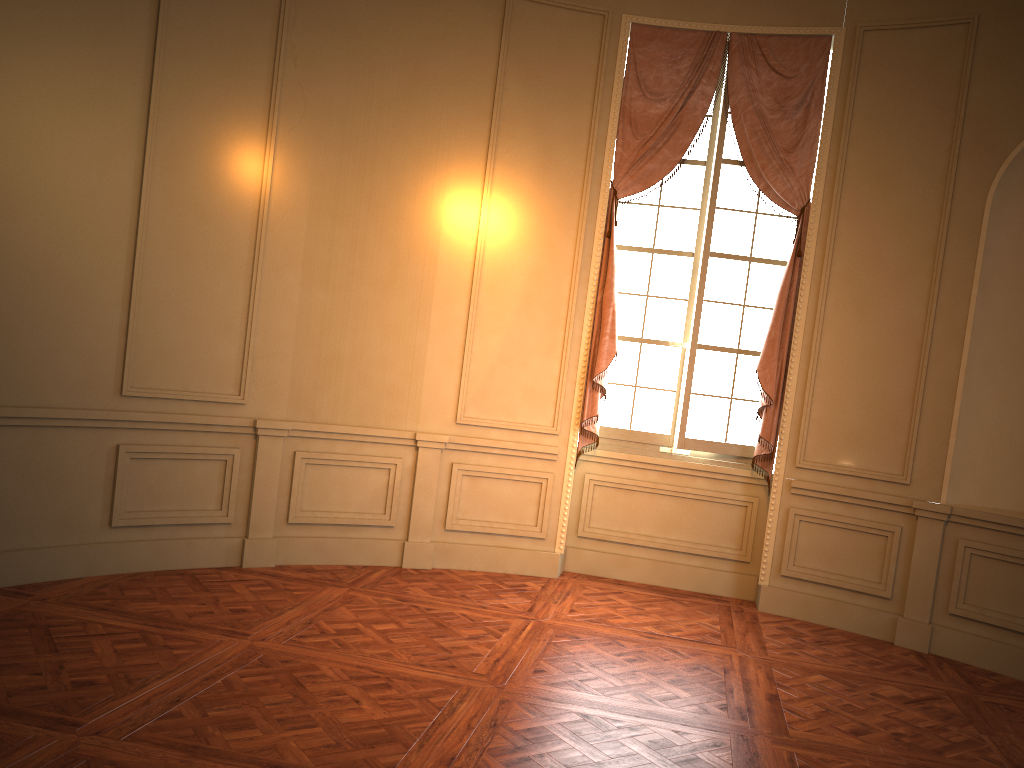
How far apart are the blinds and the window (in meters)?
0.08

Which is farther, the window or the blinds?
the window

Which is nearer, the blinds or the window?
the blinds

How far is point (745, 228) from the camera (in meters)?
5.95

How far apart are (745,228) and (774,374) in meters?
1.0

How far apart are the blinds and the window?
0.1 meters

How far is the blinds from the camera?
5.7 meters

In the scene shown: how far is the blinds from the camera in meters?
5.7 m

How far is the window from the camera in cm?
595

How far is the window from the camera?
5.9 meters
